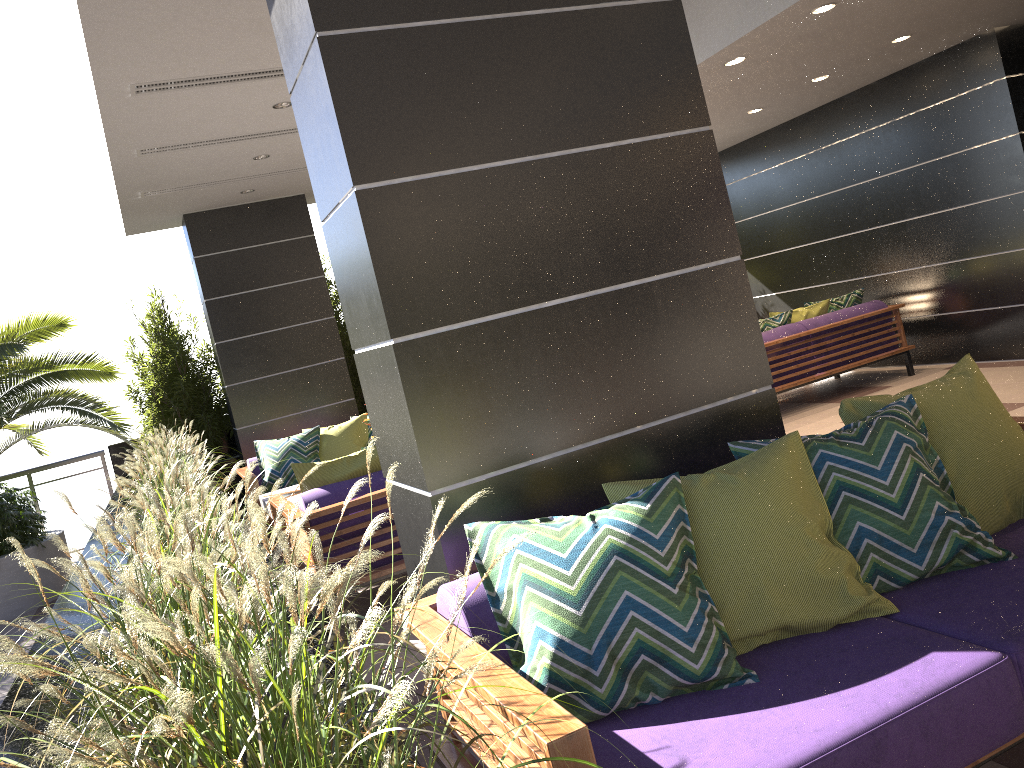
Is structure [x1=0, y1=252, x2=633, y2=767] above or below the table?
above

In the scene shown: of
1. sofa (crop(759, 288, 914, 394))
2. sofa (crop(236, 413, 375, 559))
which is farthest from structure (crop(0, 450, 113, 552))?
sofa (crop(759, 288, 914, 394))

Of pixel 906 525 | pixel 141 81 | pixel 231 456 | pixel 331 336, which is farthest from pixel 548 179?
pixel 231 456

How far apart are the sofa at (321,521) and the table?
0.7 meters

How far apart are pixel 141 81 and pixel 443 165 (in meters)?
3.39

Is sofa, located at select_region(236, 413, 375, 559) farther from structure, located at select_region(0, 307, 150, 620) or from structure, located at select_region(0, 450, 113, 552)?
structure, located at select_region(0, 450, 113, 552)

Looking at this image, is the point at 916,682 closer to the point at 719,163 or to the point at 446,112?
the point at 719,163

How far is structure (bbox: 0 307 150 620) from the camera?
7.23m

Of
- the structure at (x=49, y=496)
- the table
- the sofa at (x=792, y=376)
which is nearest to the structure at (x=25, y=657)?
the structure at (x=49, y=496)

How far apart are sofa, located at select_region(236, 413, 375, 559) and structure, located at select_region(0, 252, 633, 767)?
0.3m
